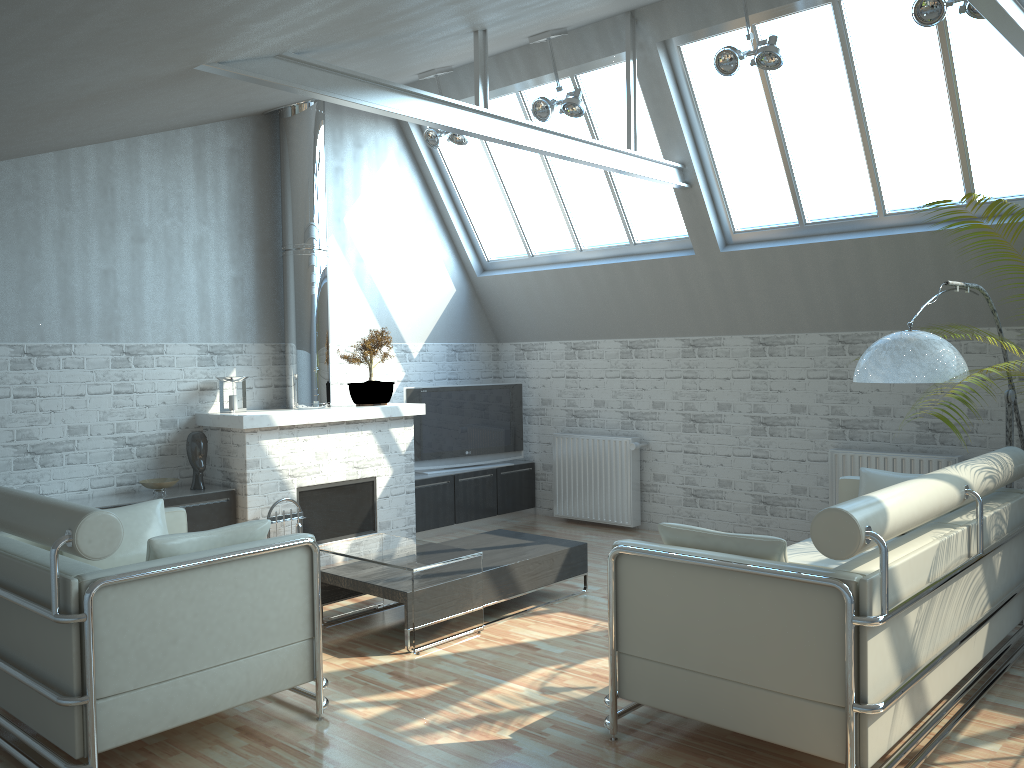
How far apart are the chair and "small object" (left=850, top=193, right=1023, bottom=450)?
5.39m

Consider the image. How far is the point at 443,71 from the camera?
Answer: 13.30m

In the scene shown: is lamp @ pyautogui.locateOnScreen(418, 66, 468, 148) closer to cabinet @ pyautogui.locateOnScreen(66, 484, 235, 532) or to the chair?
cabinet @ pyautogui.locateOnScreen(66, 484, 235, 532)

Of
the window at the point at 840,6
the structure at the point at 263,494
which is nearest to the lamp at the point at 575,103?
the window at the point at 840,6

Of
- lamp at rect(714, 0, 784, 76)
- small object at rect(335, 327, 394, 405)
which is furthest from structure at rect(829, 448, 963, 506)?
small object at rect(335, 327, 394, 405)

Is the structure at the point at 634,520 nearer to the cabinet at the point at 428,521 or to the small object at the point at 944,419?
the cabinet at the point at 428,521

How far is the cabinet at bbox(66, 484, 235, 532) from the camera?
11.39m

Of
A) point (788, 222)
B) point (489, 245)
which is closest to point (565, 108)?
point (788, 222)

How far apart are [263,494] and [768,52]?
8.55m

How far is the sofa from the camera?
5.76m
